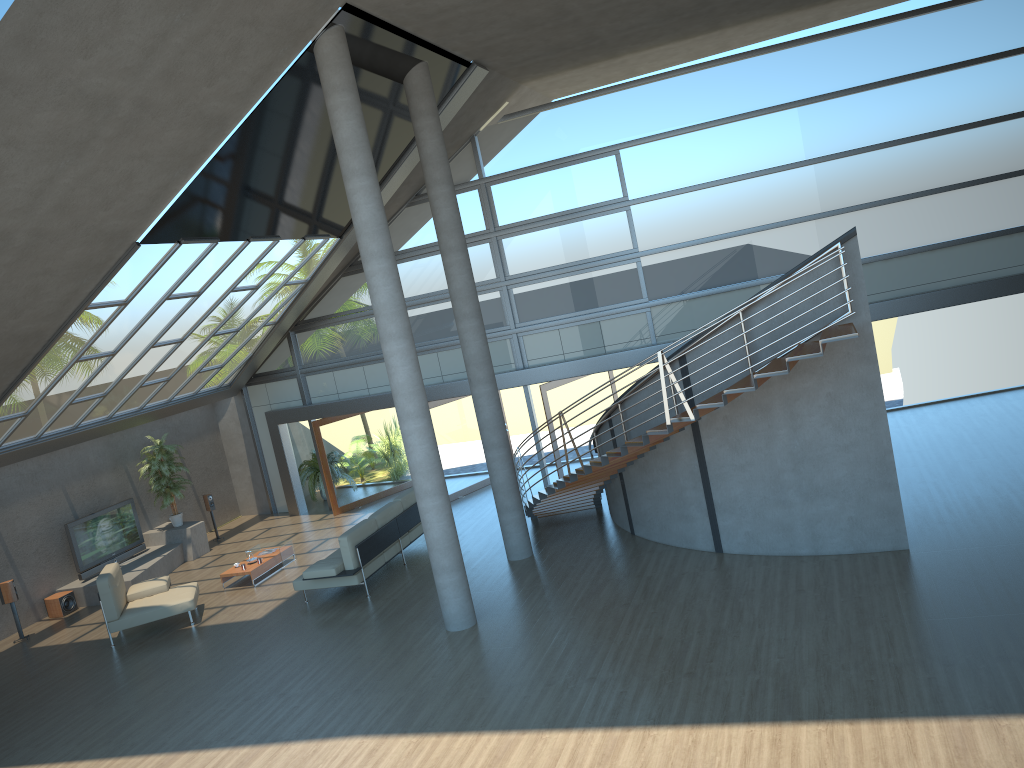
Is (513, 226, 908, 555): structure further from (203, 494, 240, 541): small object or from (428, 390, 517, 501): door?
(203, 494, 240, 541): small object

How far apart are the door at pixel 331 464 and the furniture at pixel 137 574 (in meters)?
2.53

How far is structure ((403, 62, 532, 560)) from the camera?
11.9m

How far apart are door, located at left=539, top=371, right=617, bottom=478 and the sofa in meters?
2.9

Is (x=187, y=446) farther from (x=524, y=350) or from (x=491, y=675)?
(x=491, y=675)

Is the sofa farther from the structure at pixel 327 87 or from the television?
the television

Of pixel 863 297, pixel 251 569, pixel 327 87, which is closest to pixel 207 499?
pixel 251 569

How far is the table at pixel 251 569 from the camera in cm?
1414

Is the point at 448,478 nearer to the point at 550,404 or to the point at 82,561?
the point at 550,404

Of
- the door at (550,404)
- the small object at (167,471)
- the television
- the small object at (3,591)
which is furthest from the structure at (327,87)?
the small object at (167,471)
